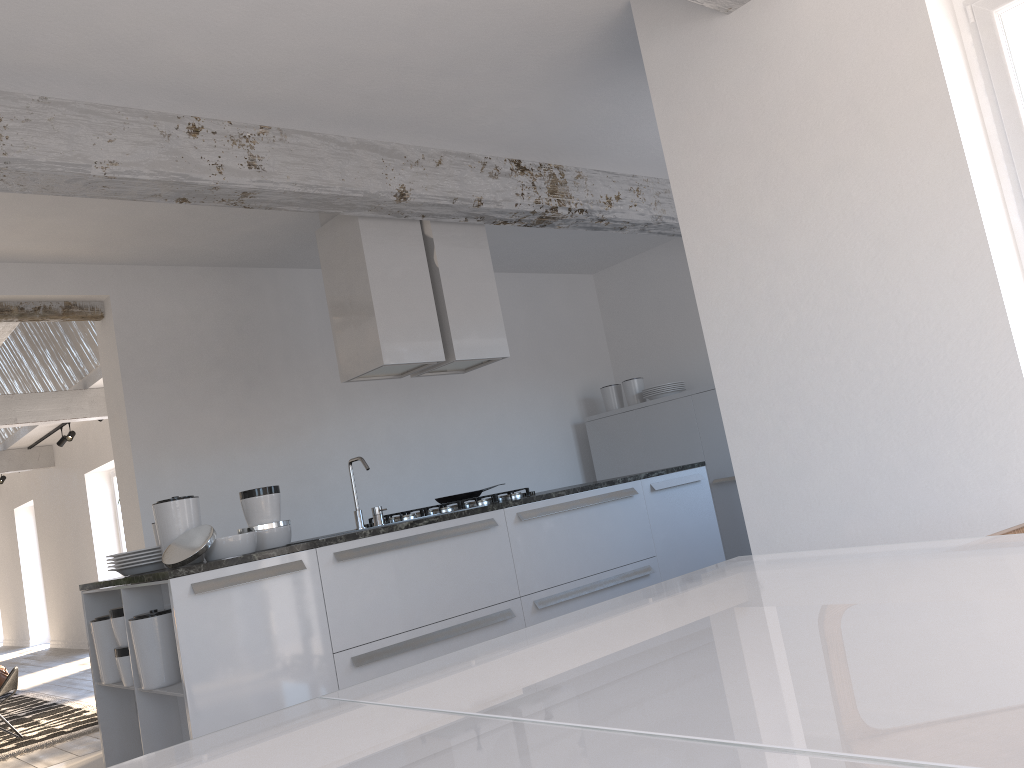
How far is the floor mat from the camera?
5.9 meters

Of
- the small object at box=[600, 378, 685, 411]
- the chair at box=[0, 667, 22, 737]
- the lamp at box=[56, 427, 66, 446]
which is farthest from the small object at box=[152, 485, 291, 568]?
the lamp at box=[56, 427, 66, 446]

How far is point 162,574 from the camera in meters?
3.3 m

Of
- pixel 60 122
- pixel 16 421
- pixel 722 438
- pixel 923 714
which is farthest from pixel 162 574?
pixel 16 421

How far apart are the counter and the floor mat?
2.42m

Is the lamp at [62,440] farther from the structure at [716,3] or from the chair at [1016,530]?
the chair at [1016,530]

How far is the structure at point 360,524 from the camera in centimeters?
428cm

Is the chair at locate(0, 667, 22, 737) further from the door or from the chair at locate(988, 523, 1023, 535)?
the door

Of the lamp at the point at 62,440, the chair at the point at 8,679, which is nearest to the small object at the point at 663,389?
the chair at the point at 8,679

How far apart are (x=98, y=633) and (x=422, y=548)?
1.46m
